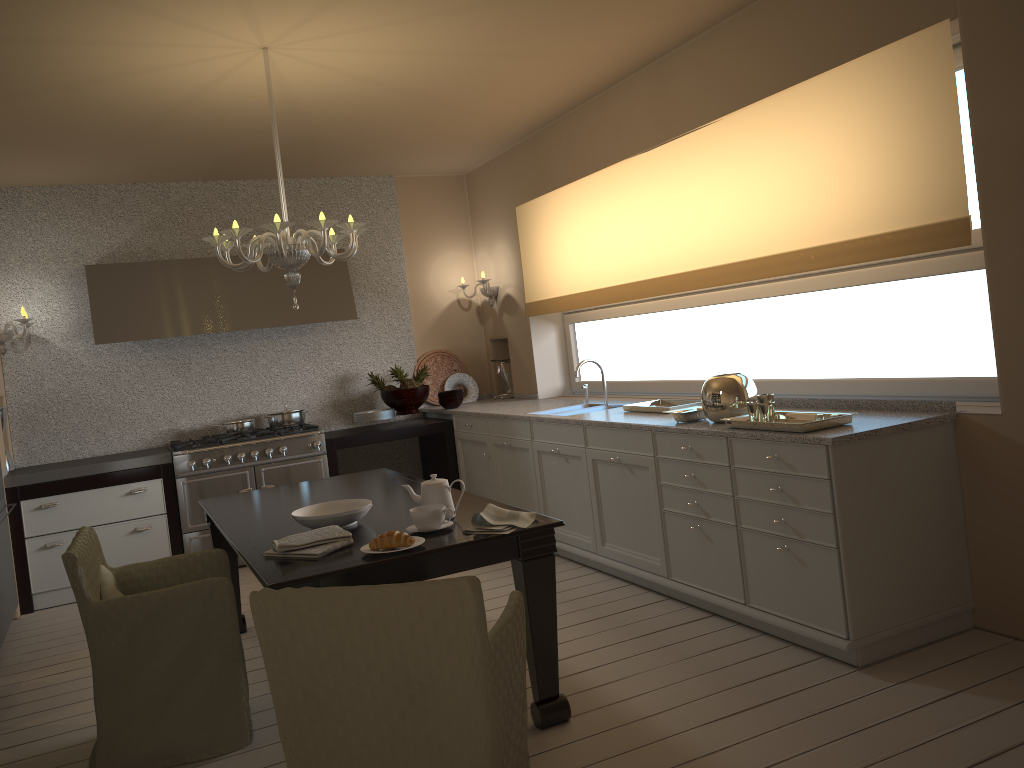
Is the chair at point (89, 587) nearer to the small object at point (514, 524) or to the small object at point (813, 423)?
the small object at point (514, 524)

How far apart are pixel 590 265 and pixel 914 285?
2.14m

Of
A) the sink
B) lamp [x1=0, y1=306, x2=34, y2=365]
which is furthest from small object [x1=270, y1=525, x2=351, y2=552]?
lamp [x1=0, y1=306, x2=34, y2=365]

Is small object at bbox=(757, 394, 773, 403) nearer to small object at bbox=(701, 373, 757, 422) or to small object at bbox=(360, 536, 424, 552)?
small object at bbox=(701, 373, 757, 422)

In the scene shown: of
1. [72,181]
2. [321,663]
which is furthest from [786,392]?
[72,181]

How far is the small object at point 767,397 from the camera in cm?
332

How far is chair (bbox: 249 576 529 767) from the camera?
1.94m

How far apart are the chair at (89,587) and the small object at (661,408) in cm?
212

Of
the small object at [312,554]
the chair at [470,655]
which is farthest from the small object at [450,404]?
the chair at [470,655]

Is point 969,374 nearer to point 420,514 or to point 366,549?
point 420,514
